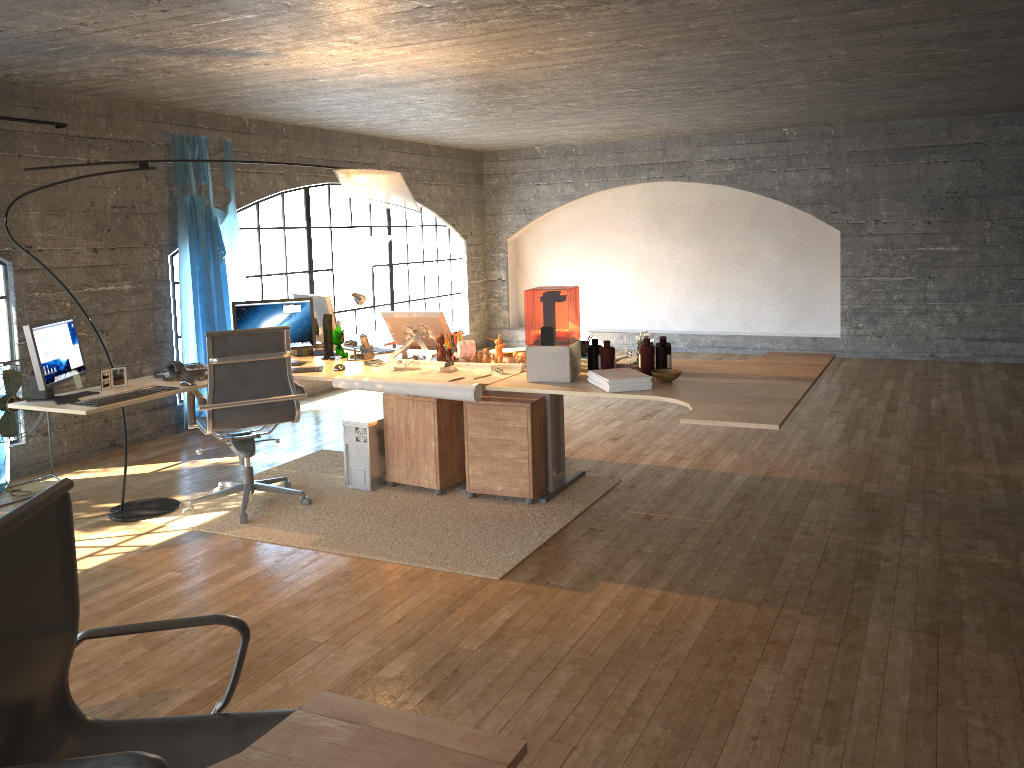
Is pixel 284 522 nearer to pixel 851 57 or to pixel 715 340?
pixel 851 57

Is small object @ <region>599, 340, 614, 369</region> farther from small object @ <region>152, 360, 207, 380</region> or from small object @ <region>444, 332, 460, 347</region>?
small object @ <region>152, 360, 207, 380</region>

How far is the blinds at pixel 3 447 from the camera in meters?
5.4

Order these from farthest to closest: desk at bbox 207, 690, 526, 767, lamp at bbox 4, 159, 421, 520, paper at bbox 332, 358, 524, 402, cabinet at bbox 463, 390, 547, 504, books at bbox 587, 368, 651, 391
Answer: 1. lamp at bbox 4, 159, 421, 520
2. cabinet at bbox 463, 390, 547, 504
3. paper at bbox 332, 358, 524, 402
4. books at bbox 587, 368, 651, 391
5. desk at bbox 207, 690, 526, 767

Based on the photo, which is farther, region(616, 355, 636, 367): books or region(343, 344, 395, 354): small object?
region(343, 344, 395, 354): small object

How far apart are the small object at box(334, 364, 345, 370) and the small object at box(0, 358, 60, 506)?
2.00m

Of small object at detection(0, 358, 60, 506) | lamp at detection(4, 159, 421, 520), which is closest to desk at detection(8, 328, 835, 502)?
lamp at detection(4, 159, 421, 520)

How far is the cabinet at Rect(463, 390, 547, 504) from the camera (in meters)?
4.78

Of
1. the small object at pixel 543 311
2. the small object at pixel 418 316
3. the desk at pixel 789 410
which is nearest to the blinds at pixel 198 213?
the desk at pixel 789 410

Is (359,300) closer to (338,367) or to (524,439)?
(338,367)
